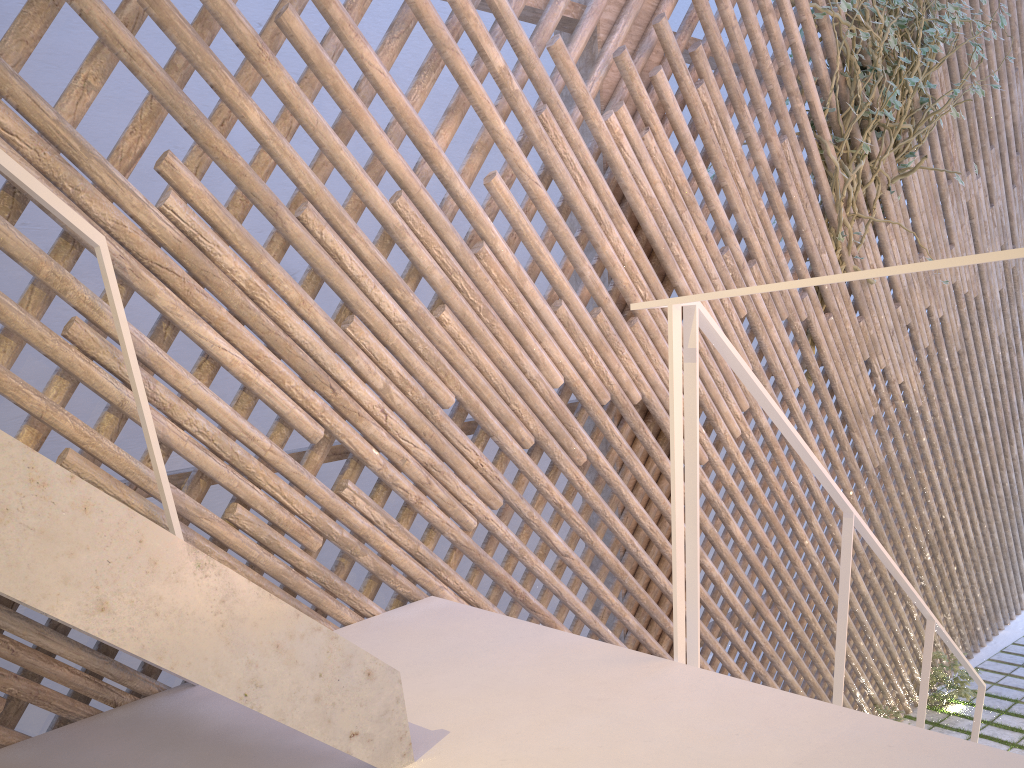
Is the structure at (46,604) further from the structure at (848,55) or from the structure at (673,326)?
the structure at (848,55)

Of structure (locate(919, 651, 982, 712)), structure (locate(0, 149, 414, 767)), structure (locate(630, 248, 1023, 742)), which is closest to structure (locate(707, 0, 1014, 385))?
structure (locate(630, 248, 1023, 742))

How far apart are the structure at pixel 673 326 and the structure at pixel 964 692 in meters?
1.3 m

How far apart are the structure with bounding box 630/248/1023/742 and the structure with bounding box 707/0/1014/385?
1.2m

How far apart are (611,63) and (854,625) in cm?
226

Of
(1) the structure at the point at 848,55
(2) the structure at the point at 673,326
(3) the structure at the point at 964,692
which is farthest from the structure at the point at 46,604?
(3) the structure at the point at 964,692

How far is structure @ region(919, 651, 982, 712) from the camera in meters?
3.8

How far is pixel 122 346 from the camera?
1.2m

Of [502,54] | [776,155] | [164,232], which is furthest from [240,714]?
[502,54]

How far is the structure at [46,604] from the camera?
0.7 meters
